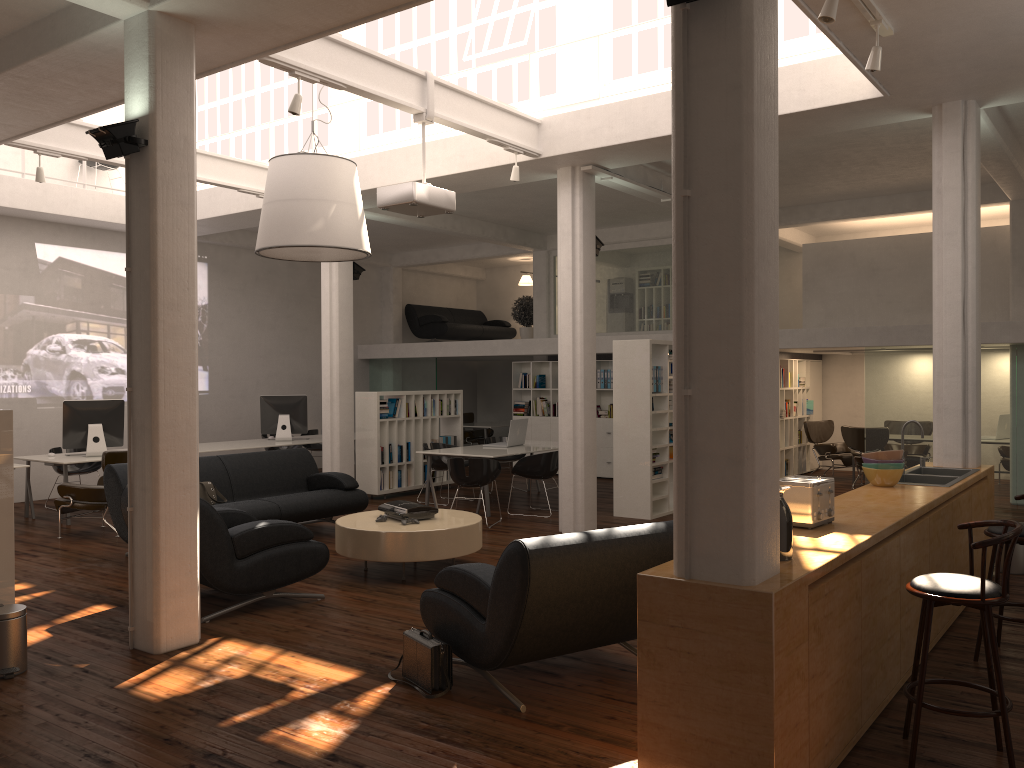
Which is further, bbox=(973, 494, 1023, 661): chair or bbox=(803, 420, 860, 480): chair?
bbox=(803, 420, 860, 480): chair

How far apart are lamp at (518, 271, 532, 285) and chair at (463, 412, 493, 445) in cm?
392

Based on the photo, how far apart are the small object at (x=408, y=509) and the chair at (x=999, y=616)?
5.5m

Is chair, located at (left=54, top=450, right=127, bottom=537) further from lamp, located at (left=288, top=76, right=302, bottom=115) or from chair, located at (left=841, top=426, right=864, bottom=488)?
chair, located at (left=841, top=426, right=864, bottom=488)

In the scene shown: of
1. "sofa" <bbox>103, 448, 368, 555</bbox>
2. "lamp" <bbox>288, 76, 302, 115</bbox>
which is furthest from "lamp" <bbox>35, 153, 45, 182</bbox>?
"lamp" <bbox>288, 76, 302, 115</bbox>

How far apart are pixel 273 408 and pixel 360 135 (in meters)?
6.01

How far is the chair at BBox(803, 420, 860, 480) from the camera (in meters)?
18.07

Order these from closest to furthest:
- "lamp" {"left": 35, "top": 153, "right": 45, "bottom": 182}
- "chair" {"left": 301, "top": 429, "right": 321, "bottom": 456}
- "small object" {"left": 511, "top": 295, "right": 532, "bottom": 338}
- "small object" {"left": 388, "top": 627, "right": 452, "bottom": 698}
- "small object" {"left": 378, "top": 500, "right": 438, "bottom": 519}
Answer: "small object" {"left": 388, "top": 627, "right": 452, "bottom": 698} → "small object" {"left": 378, "top": 500, "right": 438, "bottom": 519} → "lamp" {"left": 35, "top": 153, "right": 45, "bottom": 182} → "chair" {"left": 301, "top": 429, "right": 321, "bottom": 456} → "small object" {"left": 511, "top": 295, "right": 532, "bottom": 338}

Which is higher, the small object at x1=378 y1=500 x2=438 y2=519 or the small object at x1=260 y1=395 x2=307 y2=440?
the small object at x1=260 y1=395 x2=307 y2=440

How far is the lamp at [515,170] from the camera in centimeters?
1110cm
